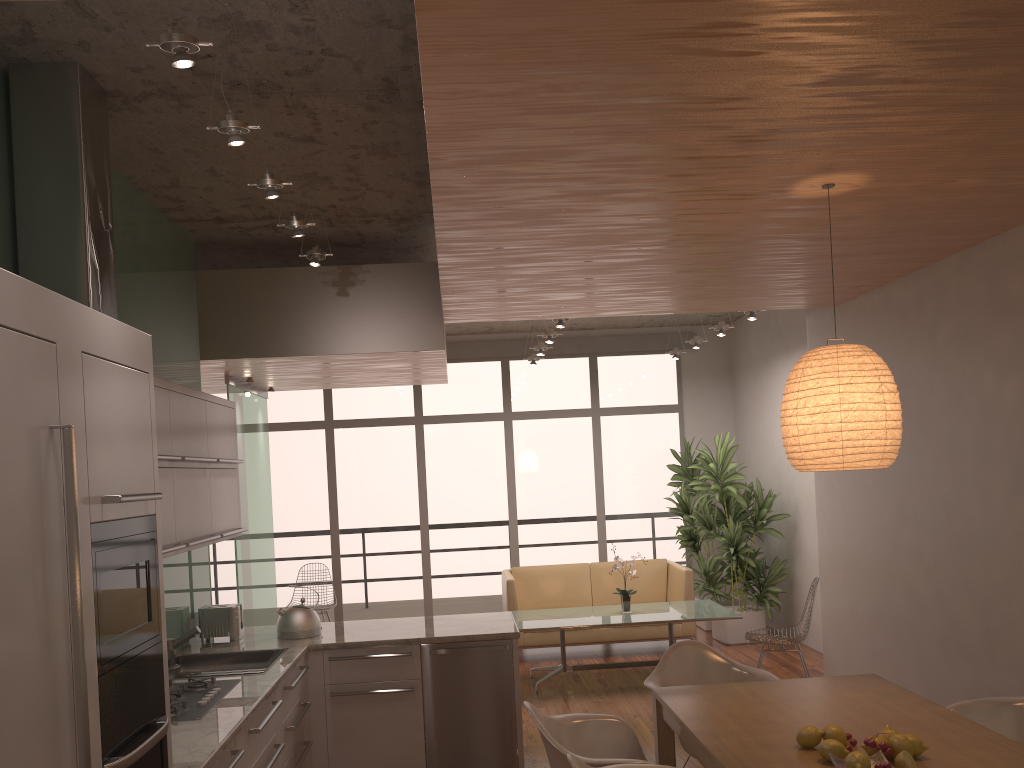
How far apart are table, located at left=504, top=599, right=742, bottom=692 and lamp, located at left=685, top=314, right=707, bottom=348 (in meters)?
2.52

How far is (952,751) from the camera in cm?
287

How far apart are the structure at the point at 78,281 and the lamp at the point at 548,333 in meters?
4.7 m

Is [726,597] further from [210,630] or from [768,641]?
[210,630]

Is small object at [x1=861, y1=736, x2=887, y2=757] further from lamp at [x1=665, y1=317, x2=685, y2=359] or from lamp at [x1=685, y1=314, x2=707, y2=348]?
lamp at [x1=665, y1=317, x2=685, y2=359]

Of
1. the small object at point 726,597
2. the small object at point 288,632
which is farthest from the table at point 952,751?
the small object at point 726,597

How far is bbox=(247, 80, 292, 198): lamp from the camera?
3.5 meters

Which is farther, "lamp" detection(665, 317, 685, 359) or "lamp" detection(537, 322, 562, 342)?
"lamp" detection(665, 317, 685, 359)

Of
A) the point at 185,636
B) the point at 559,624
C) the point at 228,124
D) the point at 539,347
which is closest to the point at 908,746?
the point at 228,124

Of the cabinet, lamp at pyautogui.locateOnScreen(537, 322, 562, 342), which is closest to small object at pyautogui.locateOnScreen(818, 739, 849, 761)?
the cabinet
